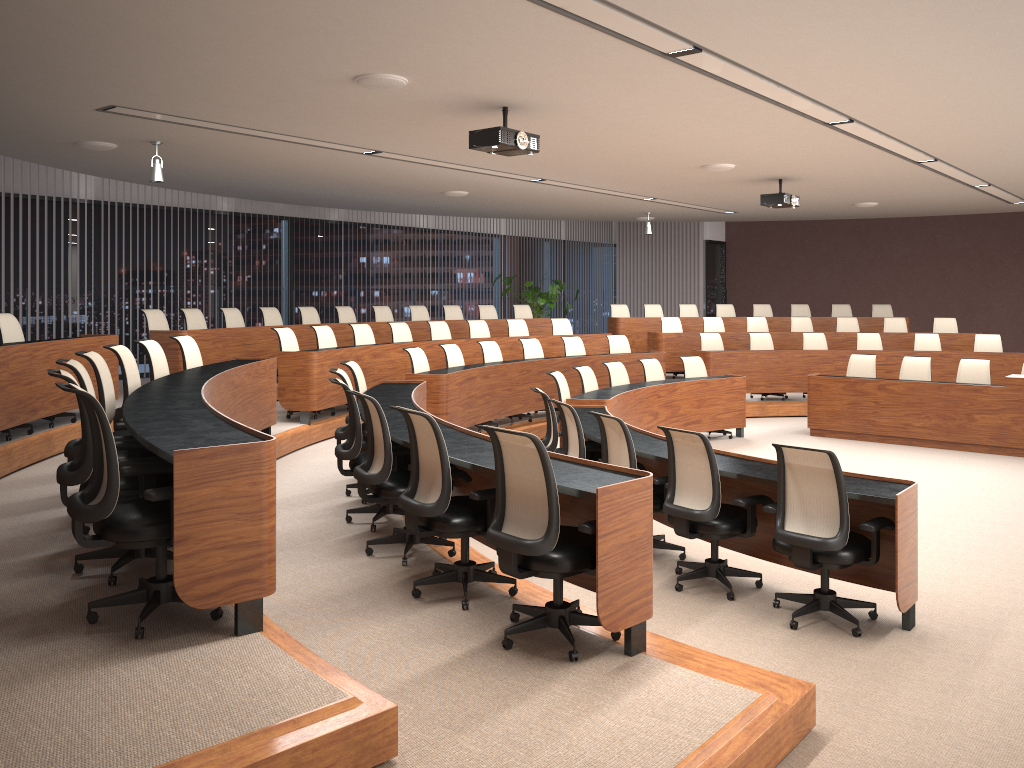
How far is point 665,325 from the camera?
14.1 meters

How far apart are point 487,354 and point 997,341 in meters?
7.4 m

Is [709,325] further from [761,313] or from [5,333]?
[5,333]

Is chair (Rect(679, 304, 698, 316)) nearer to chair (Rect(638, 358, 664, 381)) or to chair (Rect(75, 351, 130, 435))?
chair (Rect(638, 358, 664, 381))

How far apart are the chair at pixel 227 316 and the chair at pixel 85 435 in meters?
6.6

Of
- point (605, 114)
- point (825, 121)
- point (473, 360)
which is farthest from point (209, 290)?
point (825, 121)

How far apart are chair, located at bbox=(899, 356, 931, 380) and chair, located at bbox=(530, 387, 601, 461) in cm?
562

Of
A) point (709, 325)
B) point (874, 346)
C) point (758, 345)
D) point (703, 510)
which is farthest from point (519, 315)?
point (703, 510)

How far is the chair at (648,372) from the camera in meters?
10.3 m

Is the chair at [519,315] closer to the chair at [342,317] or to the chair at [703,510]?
the chair at [342,317]
